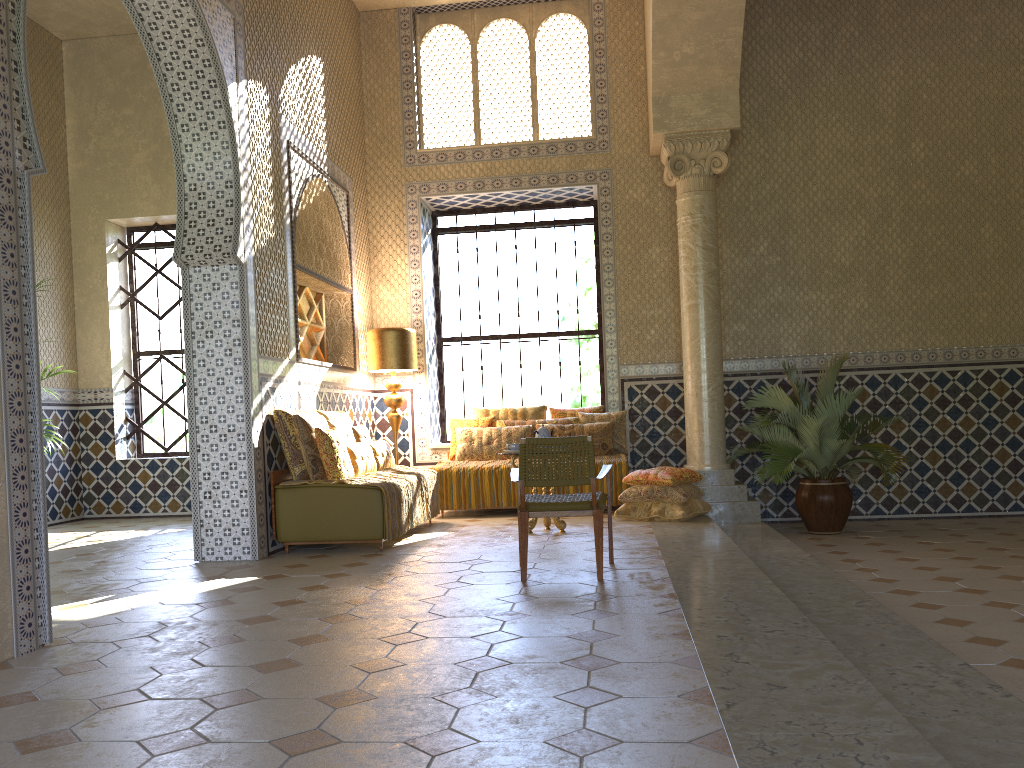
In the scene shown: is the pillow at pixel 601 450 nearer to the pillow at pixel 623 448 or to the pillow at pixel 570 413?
the pillow at pixel 623 448

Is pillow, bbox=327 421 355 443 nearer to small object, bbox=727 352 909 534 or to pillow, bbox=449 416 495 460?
pillow, bbox=449 416 495 460

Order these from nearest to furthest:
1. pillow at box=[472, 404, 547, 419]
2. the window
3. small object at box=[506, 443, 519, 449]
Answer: small object at box=[506, 443, 519, 449]
pillow at box=[472, 404, 547, 419]
the window

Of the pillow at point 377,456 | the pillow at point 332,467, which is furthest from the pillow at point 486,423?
the pillow at point 332,467

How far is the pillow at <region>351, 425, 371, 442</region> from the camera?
11.38m

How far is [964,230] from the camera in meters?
13.3

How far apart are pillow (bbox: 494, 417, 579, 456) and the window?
2.00m

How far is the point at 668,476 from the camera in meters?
11.2

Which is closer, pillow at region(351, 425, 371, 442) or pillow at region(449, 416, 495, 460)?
pillow at region(351, 425, 371, 442)

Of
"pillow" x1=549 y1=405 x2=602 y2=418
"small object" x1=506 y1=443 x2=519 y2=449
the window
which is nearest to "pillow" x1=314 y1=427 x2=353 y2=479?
"small object" x1=506 y1=443 x2=519 y2=449
